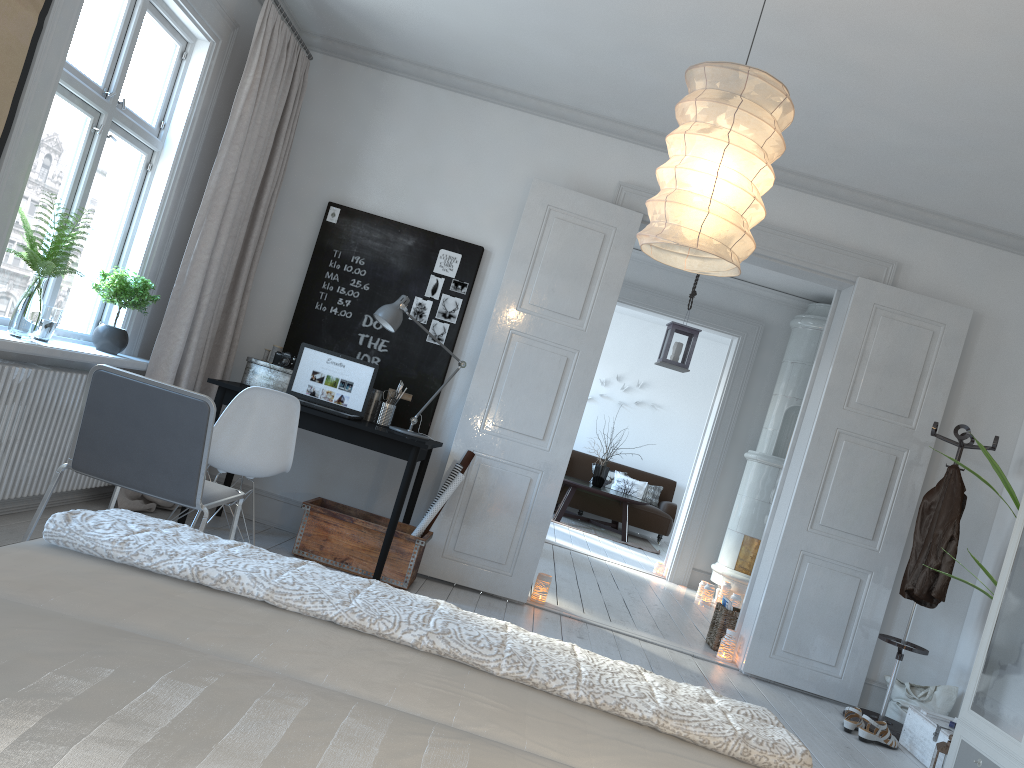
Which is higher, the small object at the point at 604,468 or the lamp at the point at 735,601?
the small object at the point at 604,468

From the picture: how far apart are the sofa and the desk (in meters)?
6.32

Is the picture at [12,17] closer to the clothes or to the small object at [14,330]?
the small object at [14,330]

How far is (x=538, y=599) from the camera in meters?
5.2 m

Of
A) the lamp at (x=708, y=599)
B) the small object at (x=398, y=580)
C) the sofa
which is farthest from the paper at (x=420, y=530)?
the sofa

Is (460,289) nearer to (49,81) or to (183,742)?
(49,81)

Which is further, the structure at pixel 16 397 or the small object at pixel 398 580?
the small object at pixel 398 580

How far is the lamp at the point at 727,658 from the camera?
5.1m

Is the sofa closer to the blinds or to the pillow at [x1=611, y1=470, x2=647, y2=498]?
the pillow at [x1=611, y1=470, x2=647, y2=498]

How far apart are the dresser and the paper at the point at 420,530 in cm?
253
